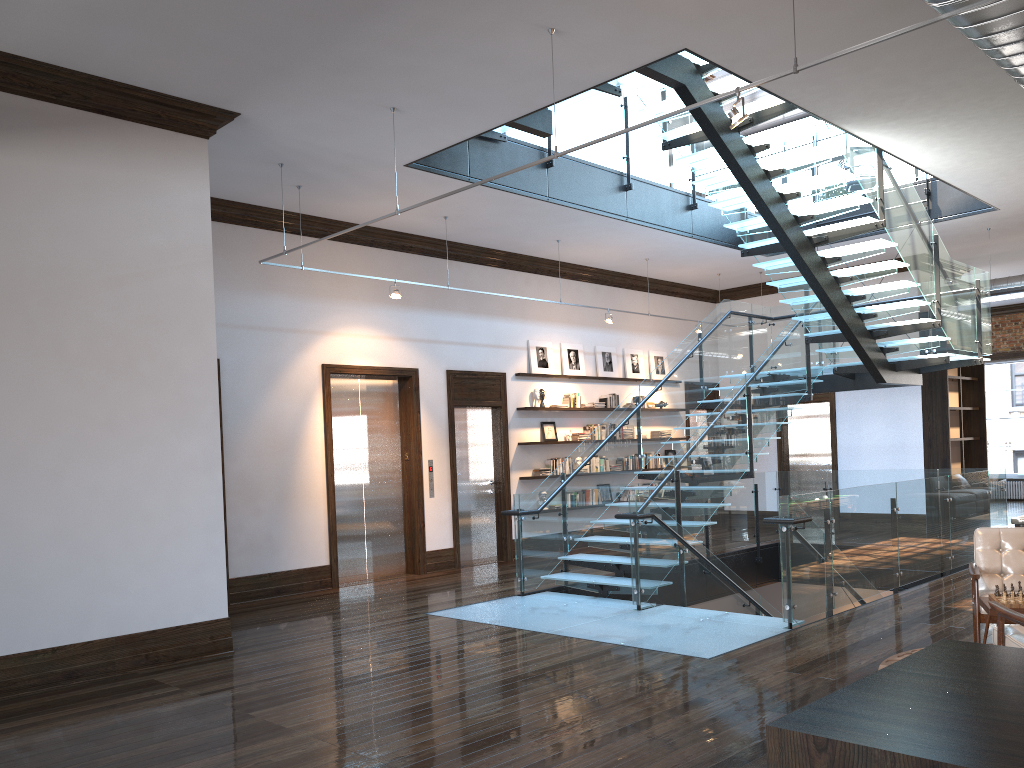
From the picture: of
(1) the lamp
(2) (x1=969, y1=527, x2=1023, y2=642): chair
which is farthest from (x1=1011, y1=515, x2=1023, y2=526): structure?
(1) the lamp

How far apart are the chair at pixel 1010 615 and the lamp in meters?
3.1 m

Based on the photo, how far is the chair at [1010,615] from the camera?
4.8m

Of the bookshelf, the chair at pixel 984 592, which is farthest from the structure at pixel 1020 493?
the chair at pixel 984 592

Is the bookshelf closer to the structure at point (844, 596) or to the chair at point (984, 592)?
the structure at point (844, 596)

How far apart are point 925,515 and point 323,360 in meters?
7.0

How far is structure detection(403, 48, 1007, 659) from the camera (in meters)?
8.01

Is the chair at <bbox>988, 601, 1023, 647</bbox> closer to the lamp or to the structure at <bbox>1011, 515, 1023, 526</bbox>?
the structure at <bbox>1011, 515, 1023, 526</bbox>

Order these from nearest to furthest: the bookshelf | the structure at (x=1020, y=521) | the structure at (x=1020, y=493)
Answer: the structure at (x=1020, y=521) < the bookshelf < the structure at (x=1020, y=493)

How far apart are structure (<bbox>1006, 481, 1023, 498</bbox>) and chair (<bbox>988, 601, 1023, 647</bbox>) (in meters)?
17.14
